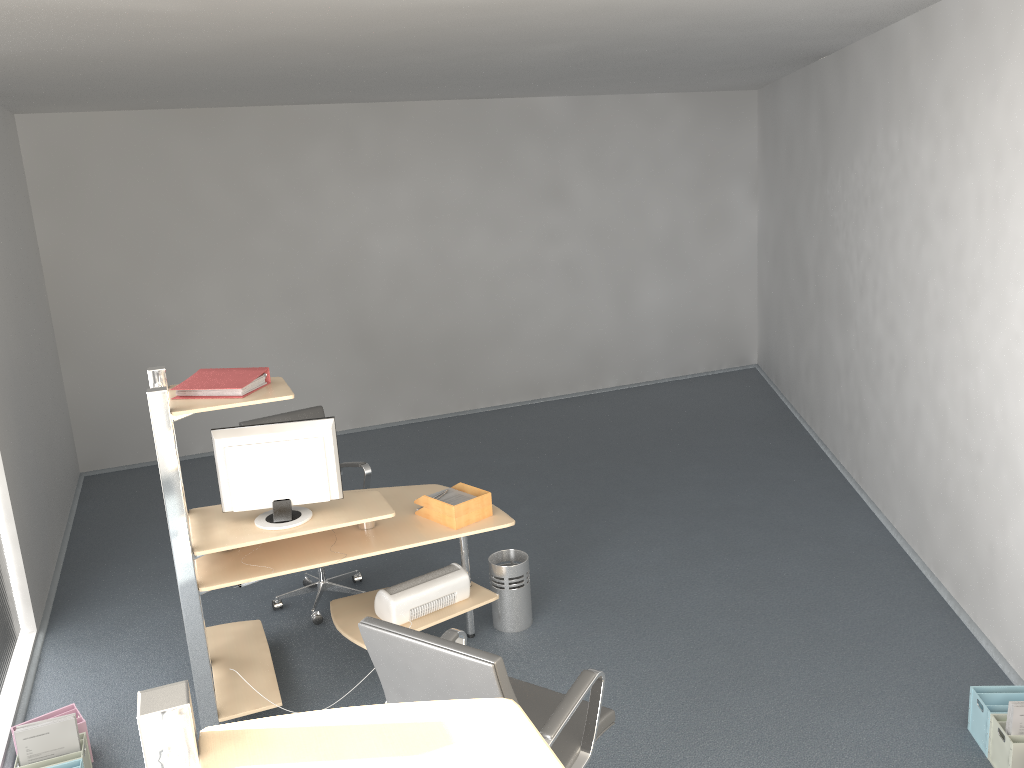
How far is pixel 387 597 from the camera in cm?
408

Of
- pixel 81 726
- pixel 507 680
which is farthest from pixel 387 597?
pixel 507 680

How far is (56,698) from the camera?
4.22m

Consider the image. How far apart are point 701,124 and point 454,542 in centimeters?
560cm

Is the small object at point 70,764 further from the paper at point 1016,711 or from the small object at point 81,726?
the paper at point 1016,711

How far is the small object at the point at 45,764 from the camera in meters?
3.4 m

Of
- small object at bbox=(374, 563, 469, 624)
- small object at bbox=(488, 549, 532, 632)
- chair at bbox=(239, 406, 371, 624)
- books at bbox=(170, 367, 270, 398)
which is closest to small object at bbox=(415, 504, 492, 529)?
small object at bbox=(374, 563, 469, 624)

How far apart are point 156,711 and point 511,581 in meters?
3.3 m

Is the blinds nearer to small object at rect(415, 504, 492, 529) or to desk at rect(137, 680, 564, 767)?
small object at rect(415, 504, 492, 529)

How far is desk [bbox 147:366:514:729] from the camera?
3.52m
